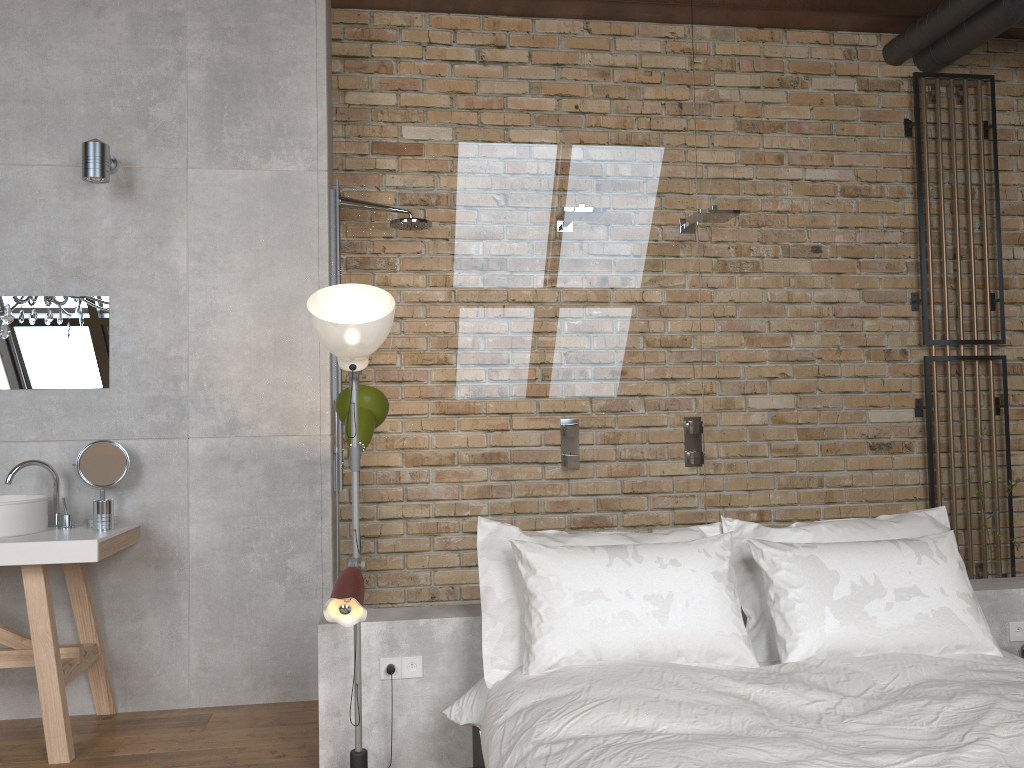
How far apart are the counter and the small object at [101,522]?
0.0m

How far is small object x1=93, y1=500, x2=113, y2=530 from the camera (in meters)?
3.32

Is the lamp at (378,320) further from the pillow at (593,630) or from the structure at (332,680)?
the pillow at (593,630)

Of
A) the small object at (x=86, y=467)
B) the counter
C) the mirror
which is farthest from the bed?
the mirror

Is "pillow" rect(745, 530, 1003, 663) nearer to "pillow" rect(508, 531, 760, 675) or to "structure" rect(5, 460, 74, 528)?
"pillow" rect(508, 531, 760, 675)

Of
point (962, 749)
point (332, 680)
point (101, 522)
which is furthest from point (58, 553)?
point (962, 749)

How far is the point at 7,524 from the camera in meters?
3.2

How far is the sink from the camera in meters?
3.2

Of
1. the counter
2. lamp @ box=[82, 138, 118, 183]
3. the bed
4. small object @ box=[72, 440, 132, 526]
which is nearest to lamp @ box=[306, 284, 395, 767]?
the bed

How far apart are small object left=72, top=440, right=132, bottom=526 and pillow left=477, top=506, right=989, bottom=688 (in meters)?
1.54
